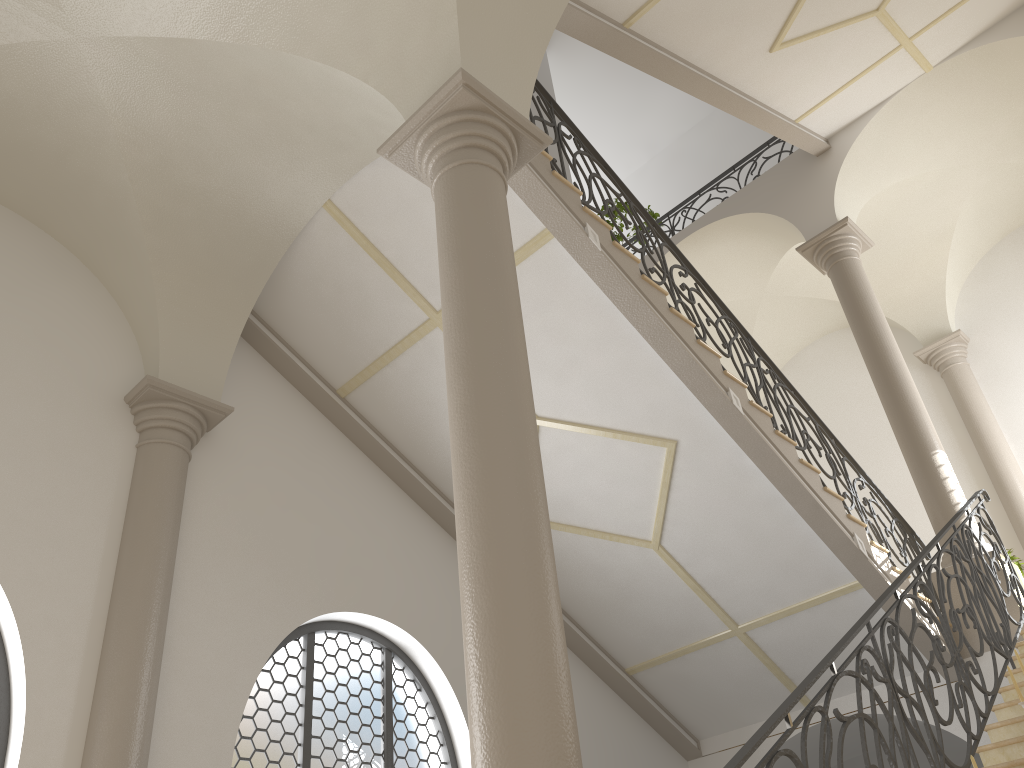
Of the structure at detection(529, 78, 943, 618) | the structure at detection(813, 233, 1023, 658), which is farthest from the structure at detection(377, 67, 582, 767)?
the structure at detection(813, 233, 1023, 658)

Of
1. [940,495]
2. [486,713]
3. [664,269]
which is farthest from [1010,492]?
[486,713]

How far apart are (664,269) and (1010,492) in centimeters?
677cm

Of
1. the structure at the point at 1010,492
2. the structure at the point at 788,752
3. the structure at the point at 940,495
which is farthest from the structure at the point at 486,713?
the structure at the point at 1010,492

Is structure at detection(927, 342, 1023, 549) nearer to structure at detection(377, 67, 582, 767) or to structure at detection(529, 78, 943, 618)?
structure at detection(529, 78, 943, 618)

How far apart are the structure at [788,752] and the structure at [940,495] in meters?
0.1

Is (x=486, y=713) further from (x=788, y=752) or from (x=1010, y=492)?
(x=1010, y=492)

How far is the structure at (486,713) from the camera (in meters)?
2.98

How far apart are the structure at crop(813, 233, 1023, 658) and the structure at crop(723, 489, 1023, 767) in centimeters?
13cm

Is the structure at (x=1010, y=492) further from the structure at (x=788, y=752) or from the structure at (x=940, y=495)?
the structure at (x=788, y=752)
